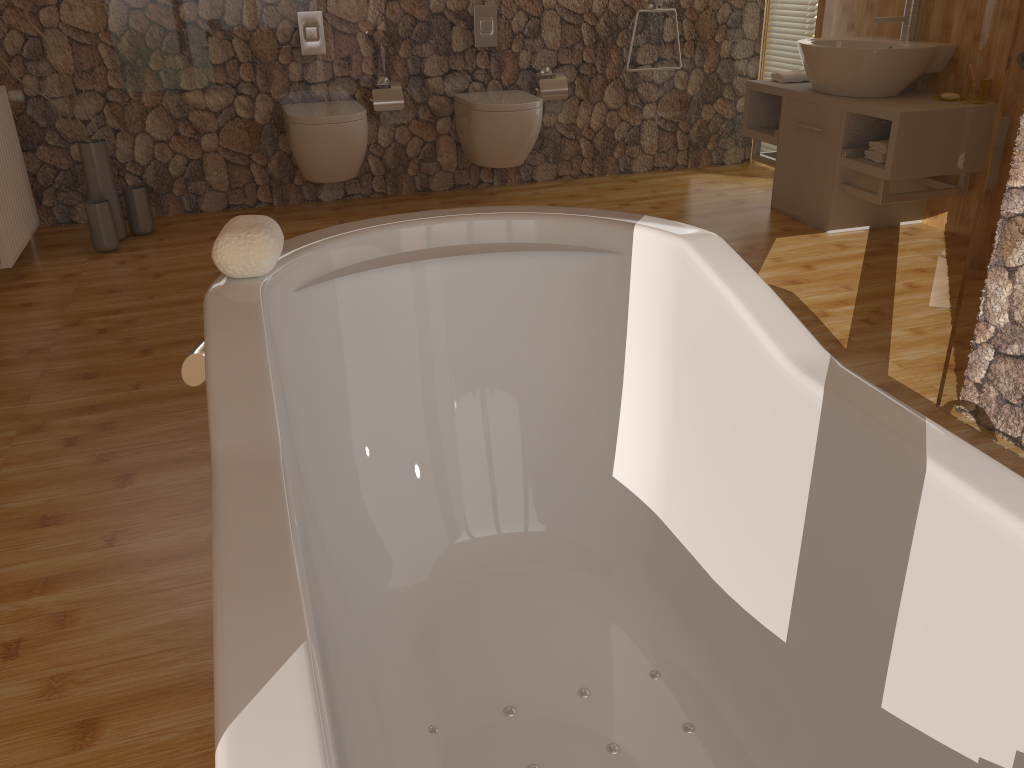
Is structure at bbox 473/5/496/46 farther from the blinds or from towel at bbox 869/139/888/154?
towel at bbox 869/139/888/154

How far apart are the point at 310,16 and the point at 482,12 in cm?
87

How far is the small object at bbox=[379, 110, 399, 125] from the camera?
4.5 meters

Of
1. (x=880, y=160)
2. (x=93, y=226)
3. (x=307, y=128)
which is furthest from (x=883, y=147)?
(x=93, y=226)

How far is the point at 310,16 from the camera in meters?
4.3

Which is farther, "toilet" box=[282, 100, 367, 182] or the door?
"toilet" box=[282, 100, 367, 182]

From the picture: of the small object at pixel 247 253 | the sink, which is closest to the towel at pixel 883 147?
the sink

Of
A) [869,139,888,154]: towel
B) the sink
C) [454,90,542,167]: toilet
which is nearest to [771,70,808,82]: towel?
the sink

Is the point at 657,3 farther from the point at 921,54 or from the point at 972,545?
the point at 972,545

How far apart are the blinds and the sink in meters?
0.6 m
